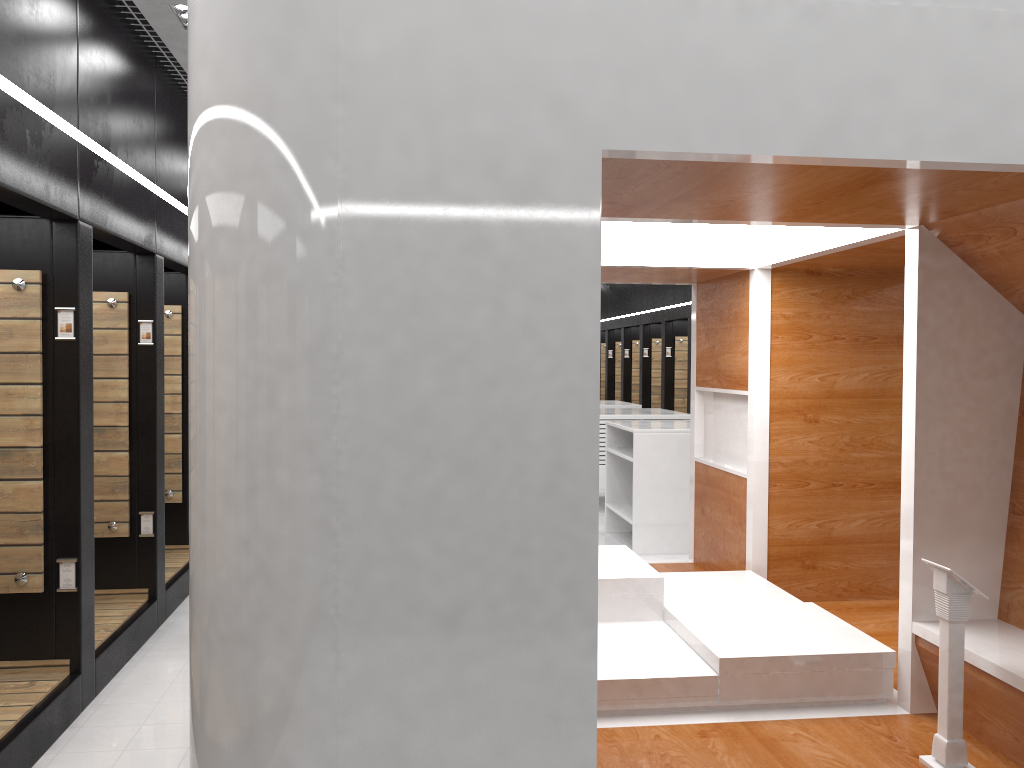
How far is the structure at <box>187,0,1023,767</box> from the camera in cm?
252

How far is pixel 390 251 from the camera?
2.5m

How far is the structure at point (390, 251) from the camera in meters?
2.5

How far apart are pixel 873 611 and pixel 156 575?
4.80m
